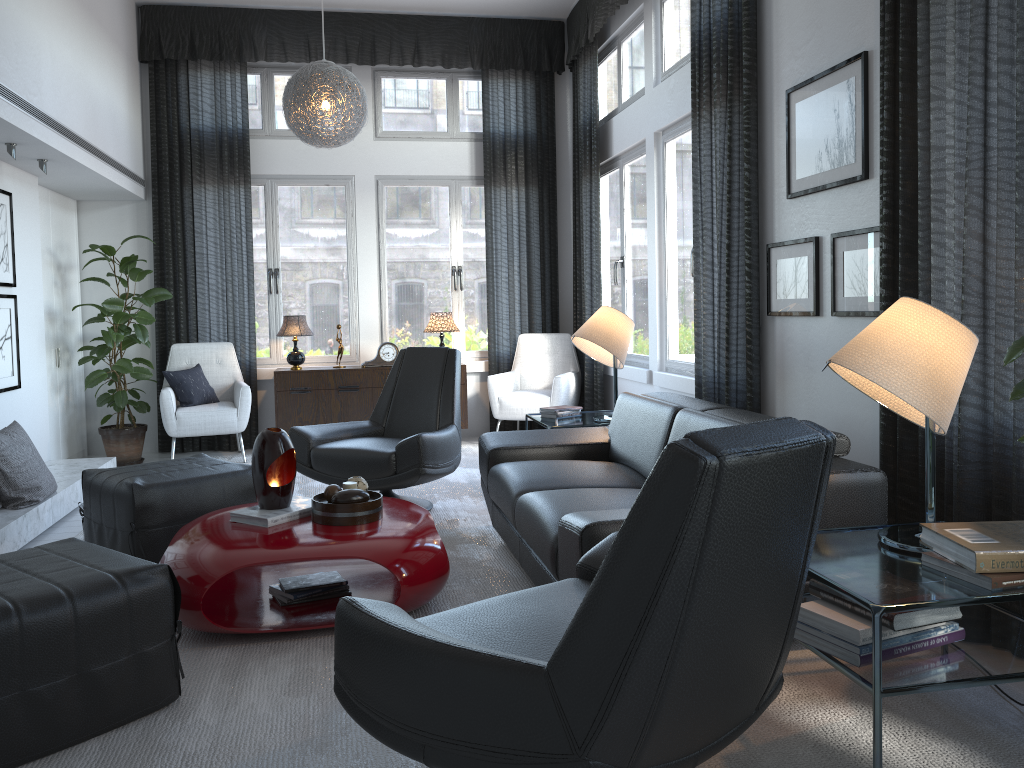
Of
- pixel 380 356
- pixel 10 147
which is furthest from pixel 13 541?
pixel 380 356

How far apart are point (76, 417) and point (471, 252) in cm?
318

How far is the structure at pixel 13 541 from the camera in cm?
383

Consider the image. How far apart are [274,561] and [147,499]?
1.0m

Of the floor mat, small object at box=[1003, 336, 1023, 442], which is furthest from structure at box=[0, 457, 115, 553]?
small object at box=[1003, 336, 1023, 442]

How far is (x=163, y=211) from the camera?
6.5 meters

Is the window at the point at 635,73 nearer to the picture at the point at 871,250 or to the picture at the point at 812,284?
the picture at the point at 812,284

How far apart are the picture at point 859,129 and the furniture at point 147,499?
2.6m

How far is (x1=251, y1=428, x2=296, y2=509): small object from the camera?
3.1 meters

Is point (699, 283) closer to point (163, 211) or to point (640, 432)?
point (640, 432)
